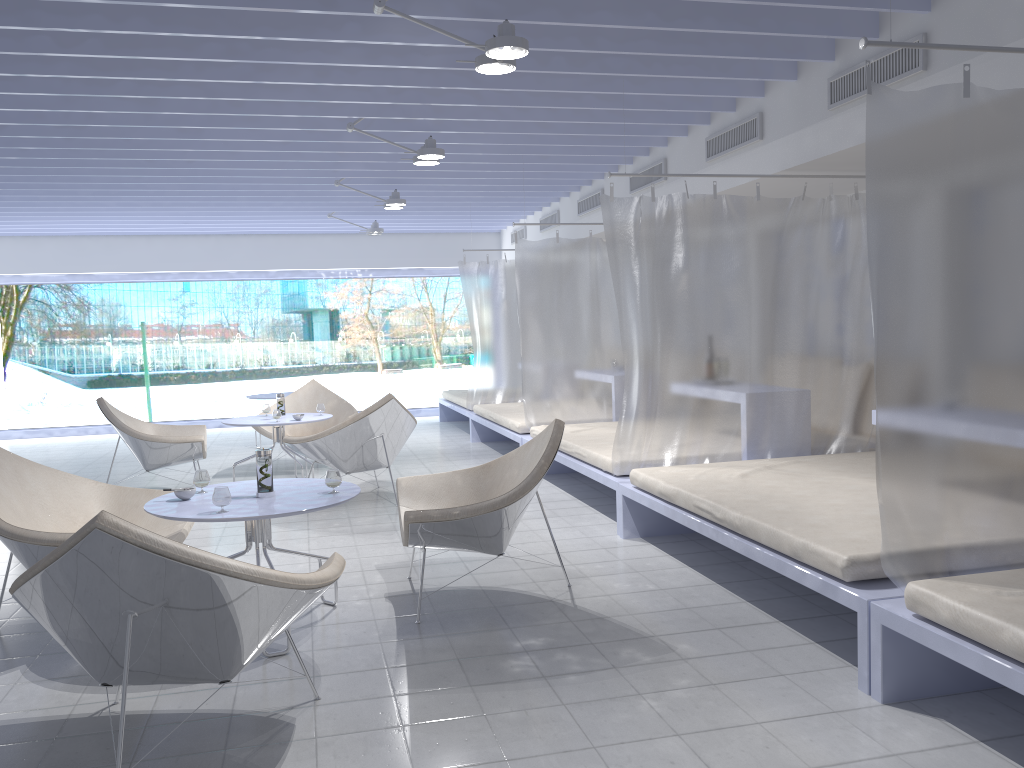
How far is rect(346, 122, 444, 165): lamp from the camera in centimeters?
541cm

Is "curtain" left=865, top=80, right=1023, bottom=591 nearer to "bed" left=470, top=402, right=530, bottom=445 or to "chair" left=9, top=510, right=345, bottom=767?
"chair" left=9, top=510, right=345, bottom=767

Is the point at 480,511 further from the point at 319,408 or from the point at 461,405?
the point at 461,405

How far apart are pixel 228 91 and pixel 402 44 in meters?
1.3

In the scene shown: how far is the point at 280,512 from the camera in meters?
3.2

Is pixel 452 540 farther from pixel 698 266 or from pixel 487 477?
pixel 698 266

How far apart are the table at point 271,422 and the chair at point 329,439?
0.3 meters

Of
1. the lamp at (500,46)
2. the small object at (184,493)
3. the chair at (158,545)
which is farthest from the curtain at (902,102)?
the small object at (184,493)

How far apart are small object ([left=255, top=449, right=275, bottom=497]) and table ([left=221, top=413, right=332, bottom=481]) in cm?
298

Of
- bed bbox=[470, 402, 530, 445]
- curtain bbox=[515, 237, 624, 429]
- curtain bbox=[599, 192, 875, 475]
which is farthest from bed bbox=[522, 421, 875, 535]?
bed bbox=[470, 402, 530, 445]
